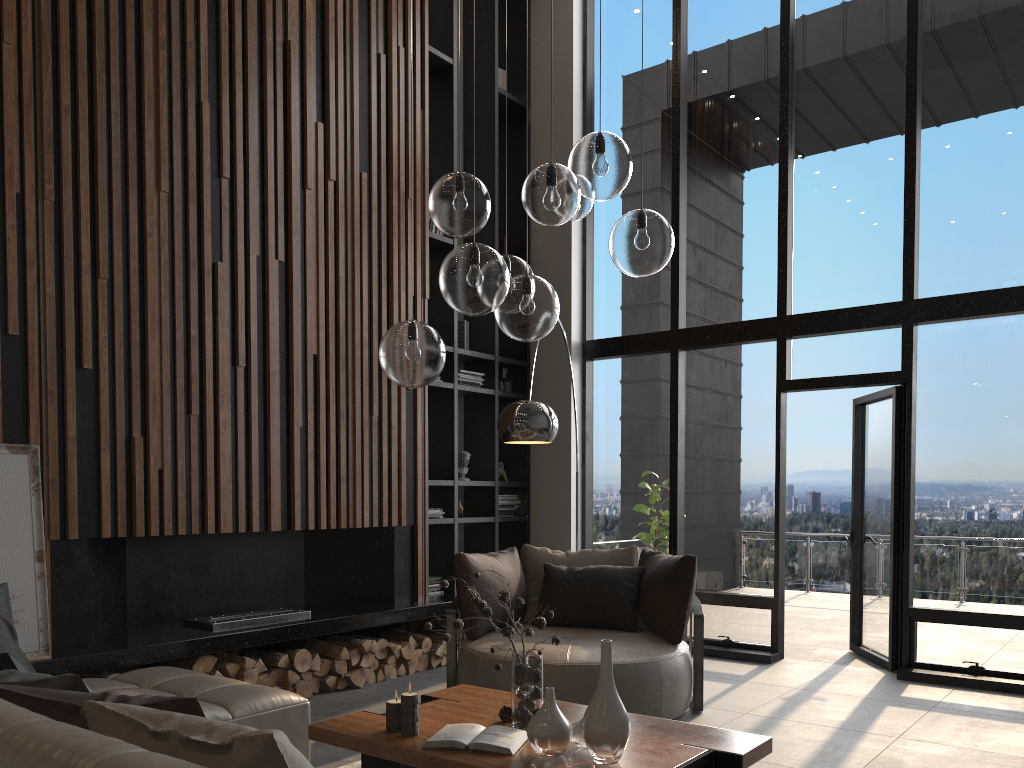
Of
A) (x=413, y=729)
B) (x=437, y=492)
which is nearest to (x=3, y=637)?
(x=413, y=729)

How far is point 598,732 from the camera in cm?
265

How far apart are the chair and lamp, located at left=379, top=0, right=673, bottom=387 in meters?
1.9 m

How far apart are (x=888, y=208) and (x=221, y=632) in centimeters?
517cm

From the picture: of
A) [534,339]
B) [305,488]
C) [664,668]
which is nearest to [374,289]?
[305,488]

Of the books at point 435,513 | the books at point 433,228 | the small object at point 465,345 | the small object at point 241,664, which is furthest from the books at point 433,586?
the books at point 433,228

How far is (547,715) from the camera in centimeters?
275cm

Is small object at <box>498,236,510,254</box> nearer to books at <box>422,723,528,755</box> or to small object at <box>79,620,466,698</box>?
small object at <box>79,620,466,698</box>

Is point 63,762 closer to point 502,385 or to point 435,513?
point 435,513

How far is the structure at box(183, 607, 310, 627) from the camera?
4.9 meters
